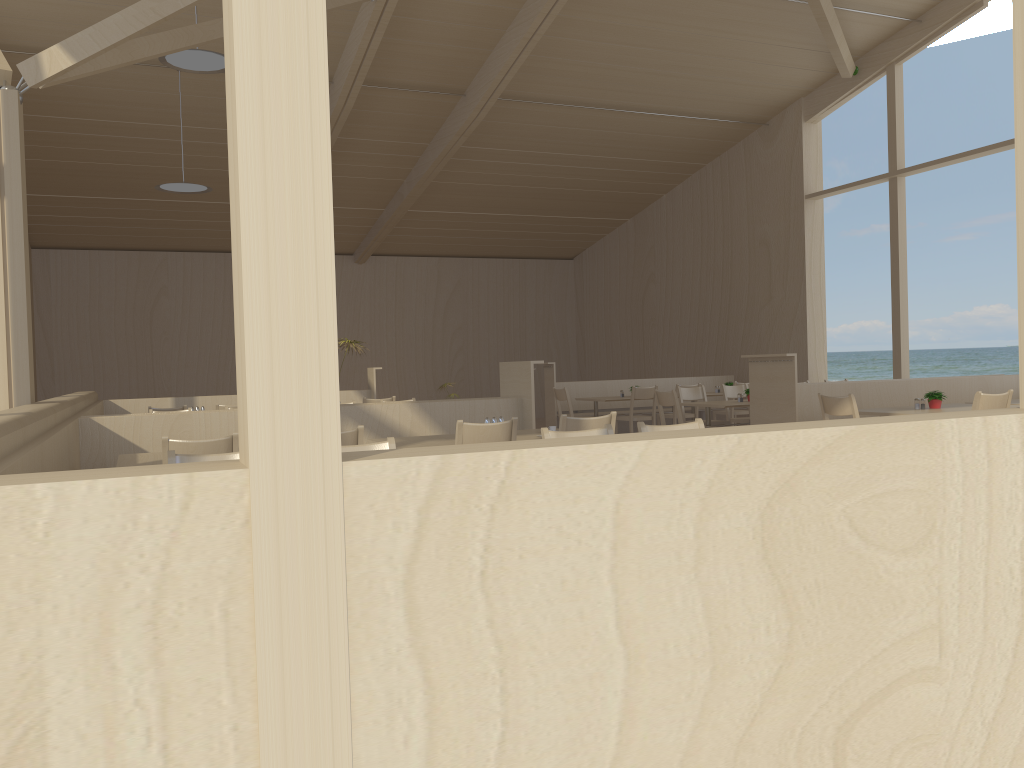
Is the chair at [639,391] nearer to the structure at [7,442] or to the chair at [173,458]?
the structure at [7,442]

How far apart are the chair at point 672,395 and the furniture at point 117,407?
3.8m

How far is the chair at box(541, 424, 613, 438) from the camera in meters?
3.8 m

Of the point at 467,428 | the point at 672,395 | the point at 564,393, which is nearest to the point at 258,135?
the point at 467,428

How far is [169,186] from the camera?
9.4 meters

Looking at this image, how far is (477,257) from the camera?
17.5m

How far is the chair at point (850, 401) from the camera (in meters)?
6.26

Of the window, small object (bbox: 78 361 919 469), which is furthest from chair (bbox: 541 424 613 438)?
small object (bbox: 78 361 919 469)

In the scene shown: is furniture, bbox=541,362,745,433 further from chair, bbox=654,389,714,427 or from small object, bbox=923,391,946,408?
small object, bbox=923,391,946,408

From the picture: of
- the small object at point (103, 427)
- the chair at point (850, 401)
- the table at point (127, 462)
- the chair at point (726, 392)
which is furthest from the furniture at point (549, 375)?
the table at point (127, 462)
